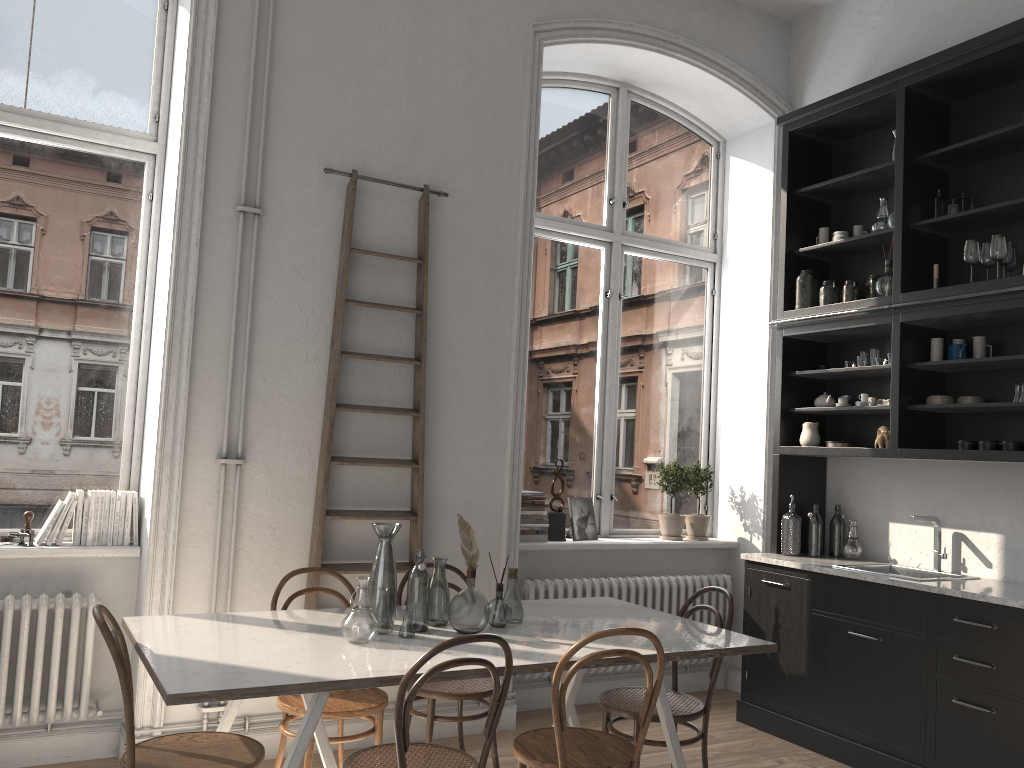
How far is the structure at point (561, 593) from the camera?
5.0 meters

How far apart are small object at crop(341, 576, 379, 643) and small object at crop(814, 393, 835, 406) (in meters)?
3.19

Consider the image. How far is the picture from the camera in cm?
533

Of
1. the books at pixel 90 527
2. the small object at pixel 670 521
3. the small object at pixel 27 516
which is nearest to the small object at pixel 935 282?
the small object at pixel 670 521

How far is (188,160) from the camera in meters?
4.0

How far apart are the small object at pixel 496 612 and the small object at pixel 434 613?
0.2 meters

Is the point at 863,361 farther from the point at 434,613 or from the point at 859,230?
the point at 434,613

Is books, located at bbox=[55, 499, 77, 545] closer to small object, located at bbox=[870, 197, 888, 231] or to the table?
the table

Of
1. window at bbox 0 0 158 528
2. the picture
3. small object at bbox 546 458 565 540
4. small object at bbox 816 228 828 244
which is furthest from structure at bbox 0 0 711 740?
small object at bbox 816 228 828 244

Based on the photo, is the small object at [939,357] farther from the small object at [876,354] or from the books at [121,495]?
the books at [121,495]
